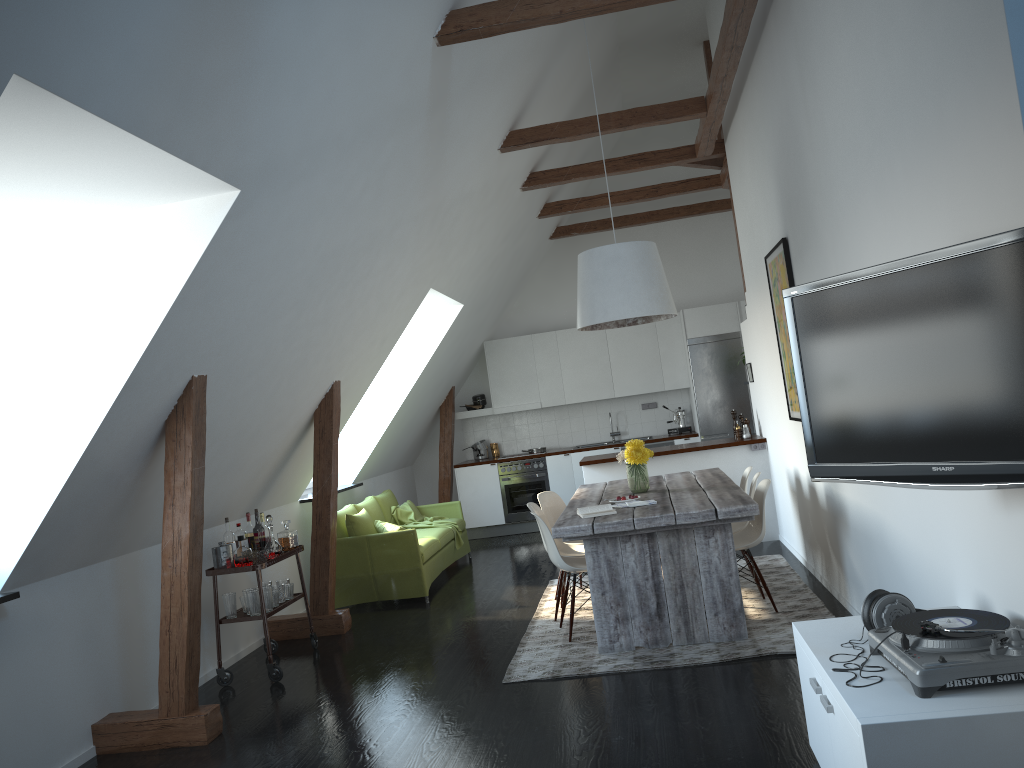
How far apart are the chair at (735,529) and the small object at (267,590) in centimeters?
322cm

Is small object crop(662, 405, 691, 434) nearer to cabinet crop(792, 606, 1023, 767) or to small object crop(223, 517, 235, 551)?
small object crop(223, 517, 235, 551)

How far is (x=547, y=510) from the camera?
6.8m

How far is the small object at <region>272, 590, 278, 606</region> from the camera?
5.8 meters

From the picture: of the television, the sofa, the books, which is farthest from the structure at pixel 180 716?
the television

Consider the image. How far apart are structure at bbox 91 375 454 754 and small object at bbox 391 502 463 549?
1.66m

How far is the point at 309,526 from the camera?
7.79m

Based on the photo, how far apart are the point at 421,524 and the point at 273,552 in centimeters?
303cm

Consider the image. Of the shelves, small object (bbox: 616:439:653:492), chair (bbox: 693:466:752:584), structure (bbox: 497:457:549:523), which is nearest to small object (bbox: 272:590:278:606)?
the shelves

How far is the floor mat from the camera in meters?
4.8
